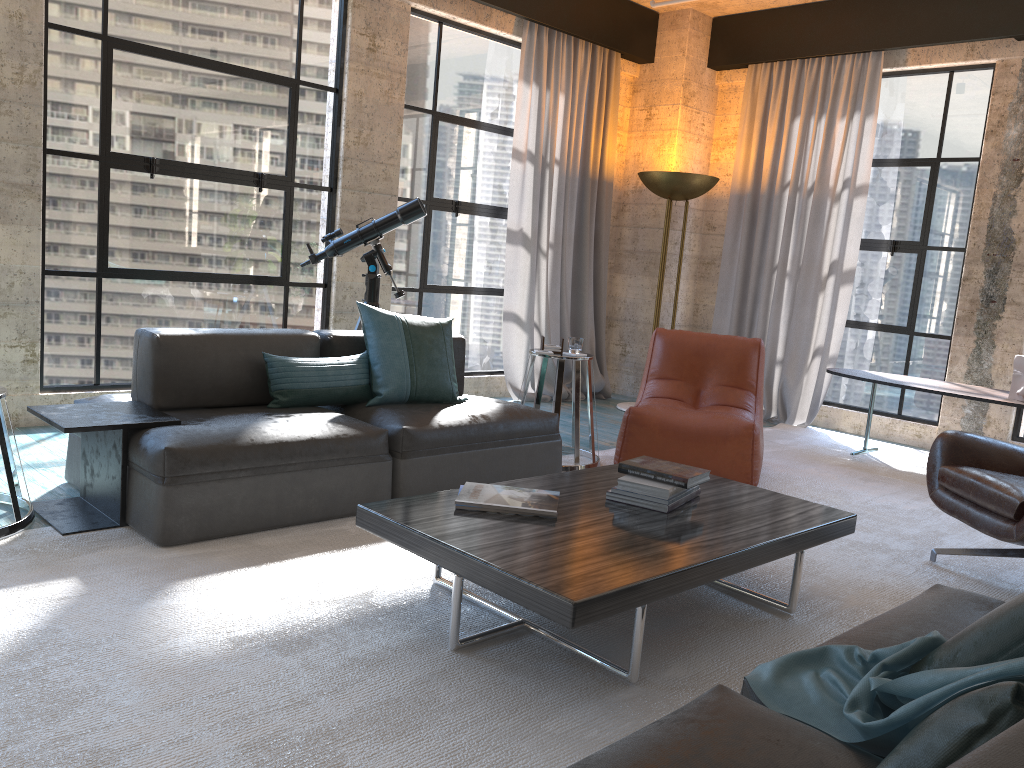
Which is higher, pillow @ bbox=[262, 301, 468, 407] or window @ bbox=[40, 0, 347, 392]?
window @ bbox=[40, 0, 347, 392]

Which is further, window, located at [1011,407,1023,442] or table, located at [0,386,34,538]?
window, located at [1011,407,1023,442]

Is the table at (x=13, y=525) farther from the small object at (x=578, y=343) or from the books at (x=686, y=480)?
the small object at (x=578, y=343)

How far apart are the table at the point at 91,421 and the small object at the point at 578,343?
2.1 meters

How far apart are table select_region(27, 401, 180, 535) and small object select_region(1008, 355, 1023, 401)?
4.6m

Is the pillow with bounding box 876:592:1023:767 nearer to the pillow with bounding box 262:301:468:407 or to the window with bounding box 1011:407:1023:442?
the pillow with bounding box 262:301:468:407

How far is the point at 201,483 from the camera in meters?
3.1

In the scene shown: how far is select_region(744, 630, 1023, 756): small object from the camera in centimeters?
134cm

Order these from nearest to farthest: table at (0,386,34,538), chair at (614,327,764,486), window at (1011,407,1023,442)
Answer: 1. table at (0,386,34,538)
2. chair at (614,327,764,486)
3. window at (1011,407,1023,442)

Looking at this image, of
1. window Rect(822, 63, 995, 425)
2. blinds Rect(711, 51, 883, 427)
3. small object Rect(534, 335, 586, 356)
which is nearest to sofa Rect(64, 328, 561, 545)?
small object Rect(534, 335, 586, 356)
